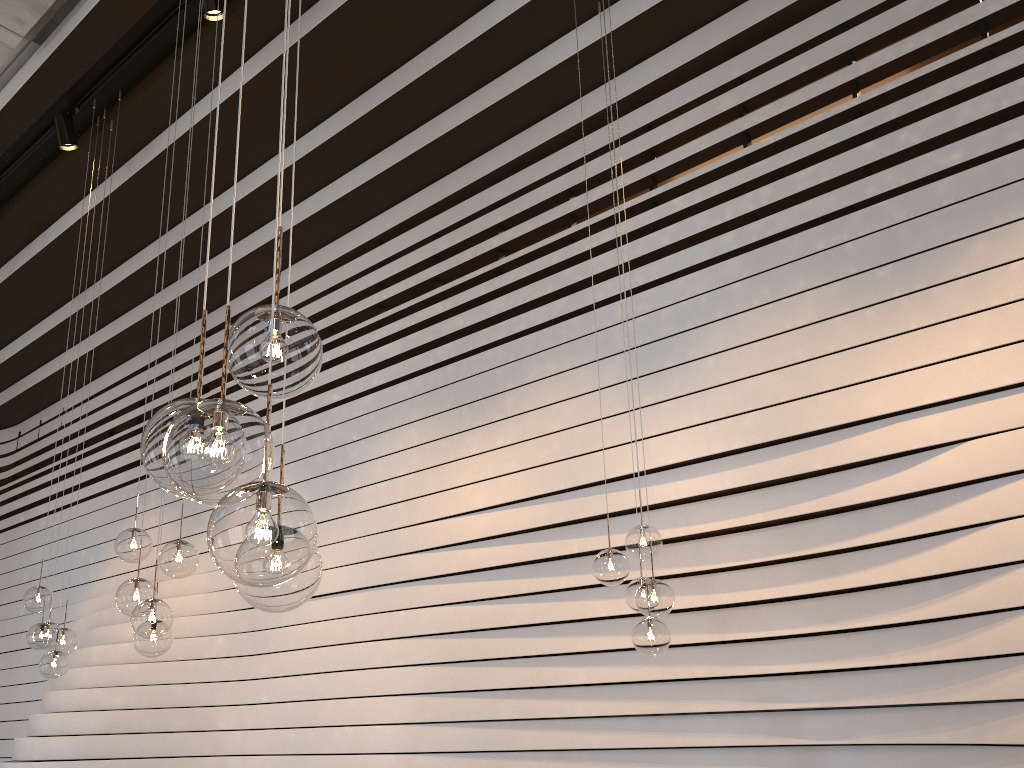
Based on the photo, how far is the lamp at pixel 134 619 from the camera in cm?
357

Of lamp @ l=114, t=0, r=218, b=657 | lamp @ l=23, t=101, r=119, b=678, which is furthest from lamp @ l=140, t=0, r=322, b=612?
lamp @ l=23, t=101, r=119, b=678

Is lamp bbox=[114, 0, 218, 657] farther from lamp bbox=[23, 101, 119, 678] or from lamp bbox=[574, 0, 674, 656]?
lamp bbox=[574, 0, 674, 656]

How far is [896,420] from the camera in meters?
4.0

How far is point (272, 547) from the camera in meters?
1.3

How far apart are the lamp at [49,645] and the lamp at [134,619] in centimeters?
146cm

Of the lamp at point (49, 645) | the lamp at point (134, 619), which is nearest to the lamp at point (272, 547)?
the lamp at point (134, 619)

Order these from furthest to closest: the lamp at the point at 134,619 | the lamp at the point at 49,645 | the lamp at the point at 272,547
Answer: the lamp at the point at 49,645, the lamp at the point at 134,619, the lamp at the point at 272,547

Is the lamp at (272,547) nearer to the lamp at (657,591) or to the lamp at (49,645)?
the lamp at (657,591)

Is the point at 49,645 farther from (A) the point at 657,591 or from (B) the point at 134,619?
(A) the point at 657,591
